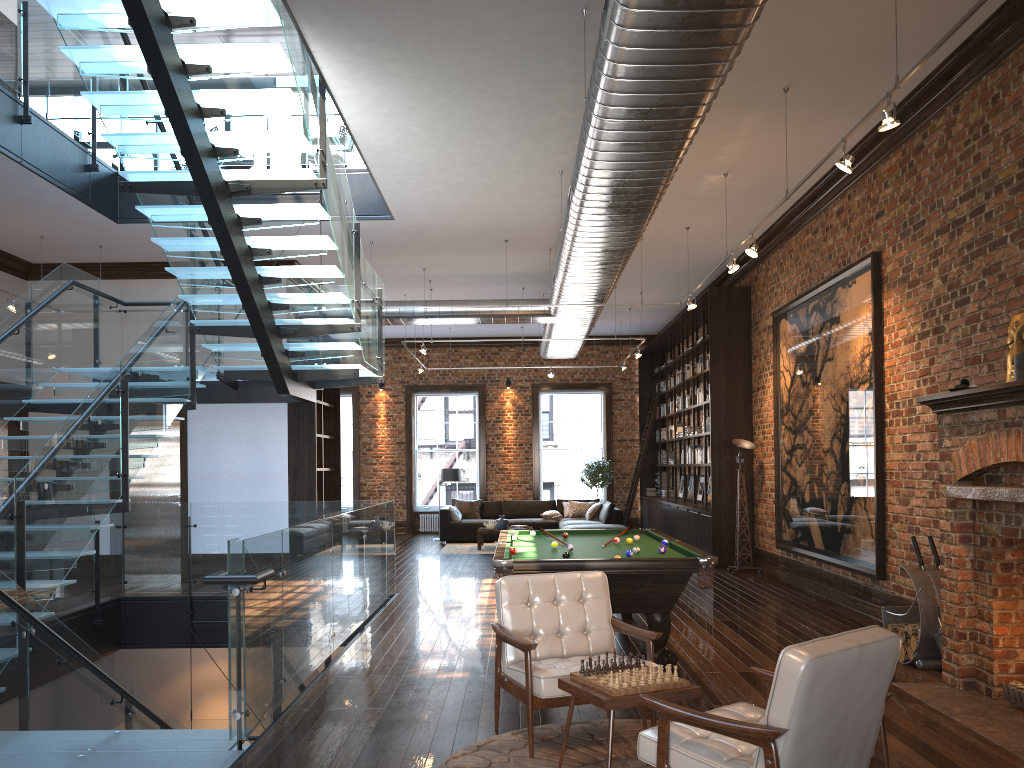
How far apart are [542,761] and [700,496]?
11.96m

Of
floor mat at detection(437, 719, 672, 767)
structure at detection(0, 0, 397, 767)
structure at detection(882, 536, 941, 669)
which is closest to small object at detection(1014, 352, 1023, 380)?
structure at detection(882, 536, 941, 669)

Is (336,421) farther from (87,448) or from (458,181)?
(87,448)

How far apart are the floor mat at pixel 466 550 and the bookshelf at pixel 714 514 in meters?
3.2 m

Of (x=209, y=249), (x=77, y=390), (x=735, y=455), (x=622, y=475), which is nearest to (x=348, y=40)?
(x=209, y=249)

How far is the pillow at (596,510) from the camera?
17.13m

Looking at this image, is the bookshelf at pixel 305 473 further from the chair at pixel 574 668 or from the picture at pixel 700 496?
the chair at pixel 574 668

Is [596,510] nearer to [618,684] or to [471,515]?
[471,515]

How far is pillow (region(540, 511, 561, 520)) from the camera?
17.5m

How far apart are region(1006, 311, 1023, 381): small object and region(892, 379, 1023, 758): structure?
0.5m
